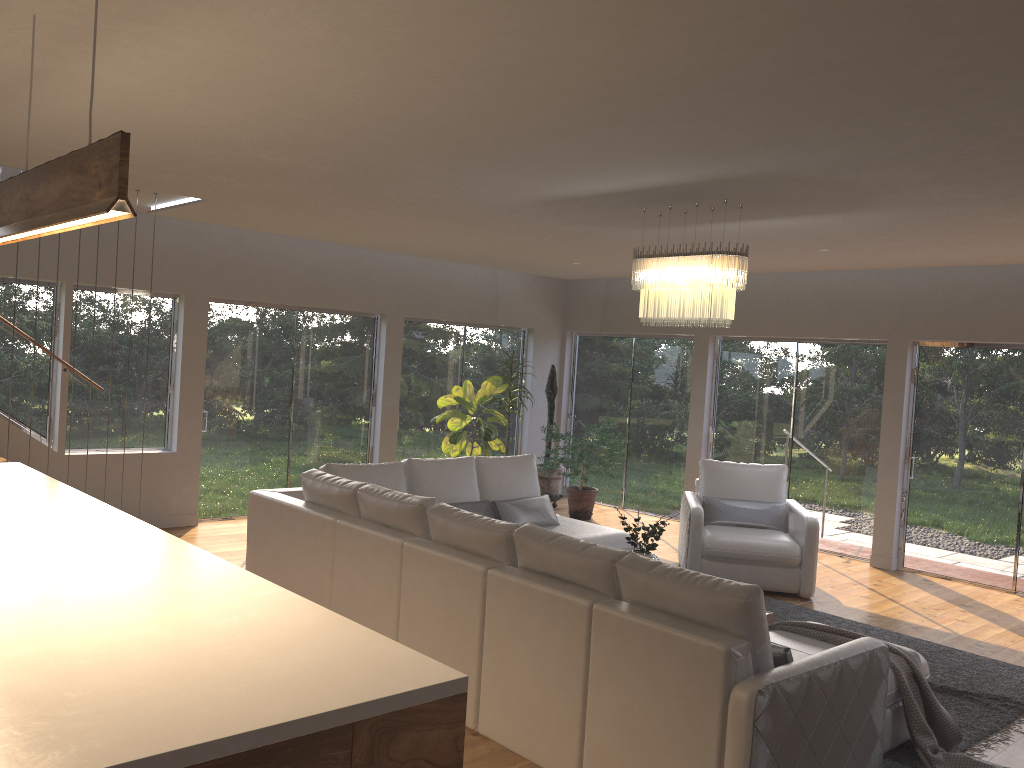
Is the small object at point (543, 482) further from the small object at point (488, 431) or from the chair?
the chair

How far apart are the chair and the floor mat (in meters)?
0.19

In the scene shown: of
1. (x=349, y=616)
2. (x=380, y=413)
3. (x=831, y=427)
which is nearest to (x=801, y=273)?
(x=831, y=427)

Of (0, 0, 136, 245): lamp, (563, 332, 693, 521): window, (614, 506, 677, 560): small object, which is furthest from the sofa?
(563, 332, 693, 521): window

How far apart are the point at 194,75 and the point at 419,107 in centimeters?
88cm

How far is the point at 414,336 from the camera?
10.0m

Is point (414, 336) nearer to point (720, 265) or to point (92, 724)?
point (720, 265)

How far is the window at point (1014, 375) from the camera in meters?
7.6

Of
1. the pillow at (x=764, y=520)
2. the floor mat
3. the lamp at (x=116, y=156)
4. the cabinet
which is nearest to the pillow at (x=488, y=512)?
the pillow at (x=764, y=520)

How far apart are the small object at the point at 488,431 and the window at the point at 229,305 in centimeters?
75cm
